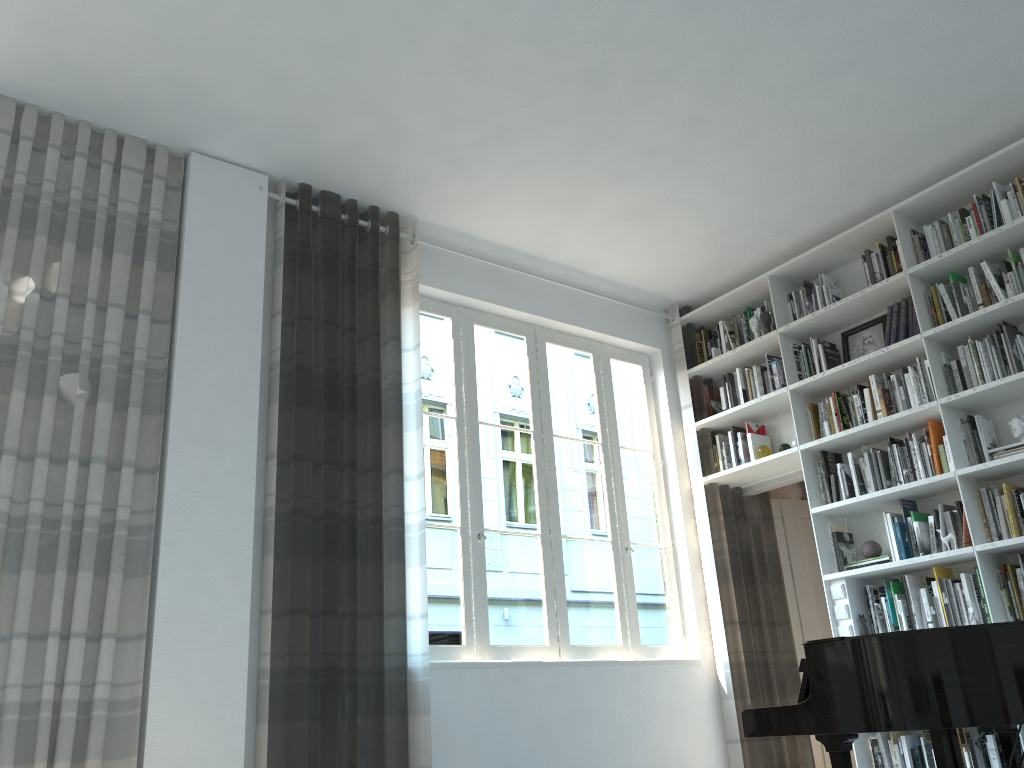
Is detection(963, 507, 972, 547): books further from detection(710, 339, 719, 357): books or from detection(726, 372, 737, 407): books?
detection(710, 339, 719, 357): books

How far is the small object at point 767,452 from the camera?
5.38m

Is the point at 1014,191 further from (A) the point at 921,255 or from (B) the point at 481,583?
(B) the point at 481,583

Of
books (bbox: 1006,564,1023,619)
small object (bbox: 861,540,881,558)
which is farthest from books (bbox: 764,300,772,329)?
books (bbox: 1006,564,1023,619)

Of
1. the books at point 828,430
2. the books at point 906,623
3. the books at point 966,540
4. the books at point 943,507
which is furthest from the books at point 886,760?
the books at point 828,430

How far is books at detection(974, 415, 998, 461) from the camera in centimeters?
437cm

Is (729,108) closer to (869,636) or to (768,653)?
(869,636)

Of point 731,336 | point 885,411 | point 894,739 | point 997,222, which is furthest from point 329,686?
point 997,222

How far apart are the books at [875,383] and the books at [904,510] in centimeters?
63cm

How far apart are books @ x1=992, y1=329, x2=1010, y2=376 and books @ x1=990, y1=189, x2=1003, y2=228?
0.6m
